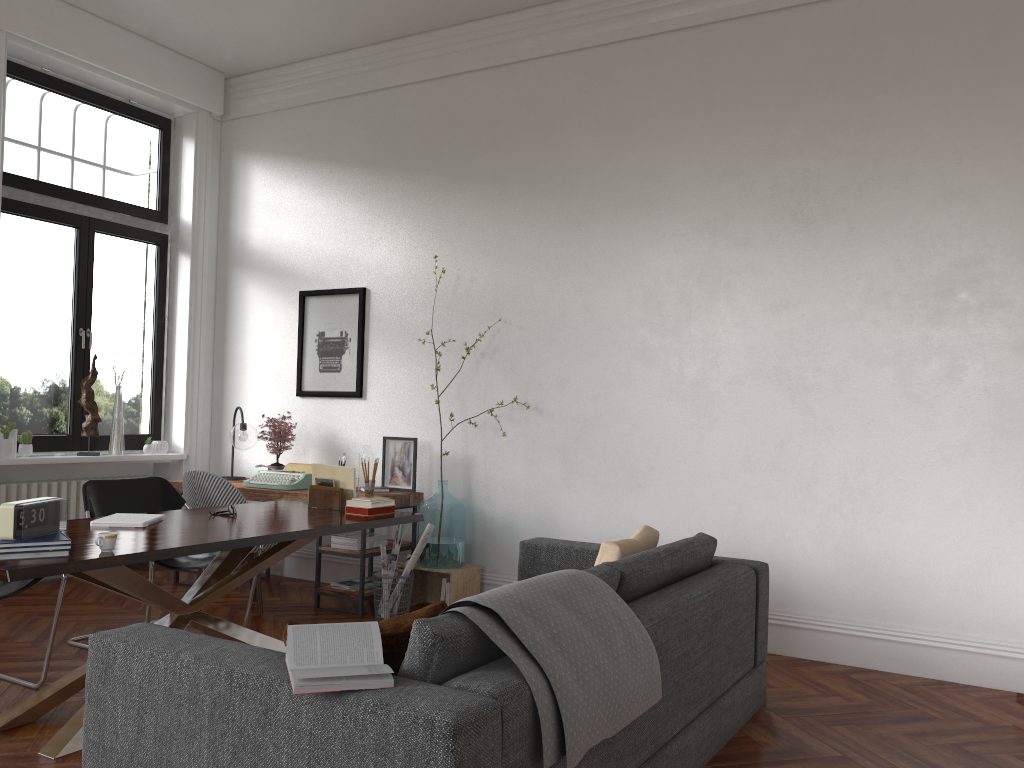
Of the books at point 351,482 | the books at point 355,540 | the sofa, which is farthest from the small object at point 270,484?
the sofa

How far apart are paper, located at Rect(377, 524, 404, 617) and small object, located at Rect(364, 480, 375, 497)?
1.1m

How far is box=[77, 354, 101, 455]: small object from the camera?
6.41m

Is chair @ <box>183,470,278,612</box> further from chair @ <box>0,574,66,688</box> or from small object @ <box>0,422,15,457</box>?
chair @ <box>0,574,66,688</box>

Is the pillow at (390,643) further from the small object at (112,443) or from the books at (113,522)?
the small object at (112,443)

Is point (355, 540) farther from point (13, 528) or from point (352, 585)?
point (13, 528)

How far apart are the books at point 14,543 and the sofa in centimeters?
73cm

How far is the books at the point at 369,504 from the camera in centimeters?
453cm

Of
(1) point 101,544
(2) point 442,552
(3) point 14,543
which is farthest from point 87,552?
(2) point 442,552

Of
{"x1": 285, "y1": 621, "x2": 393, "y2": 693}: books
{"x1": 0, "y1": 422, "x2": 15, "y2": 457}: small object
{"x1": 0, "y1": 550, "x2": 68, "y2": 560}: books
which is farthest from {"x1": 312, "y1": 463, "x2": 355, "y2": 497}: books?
{"x1": 285, "y1": 621, "x2": 393, "y2": 693}: books
